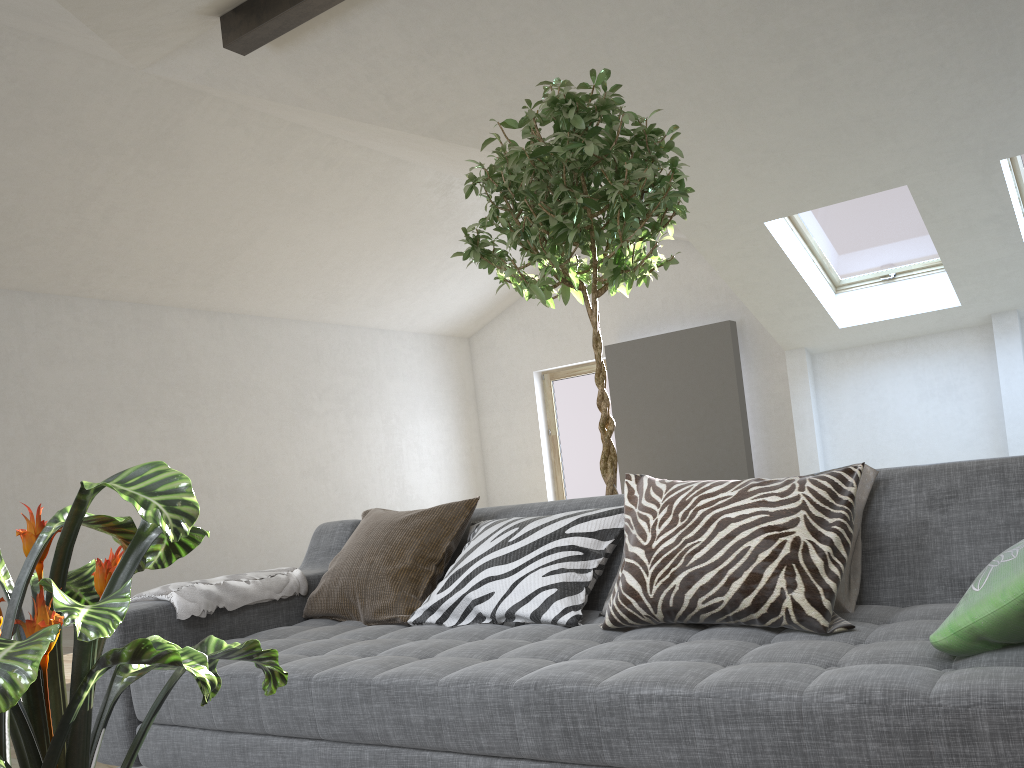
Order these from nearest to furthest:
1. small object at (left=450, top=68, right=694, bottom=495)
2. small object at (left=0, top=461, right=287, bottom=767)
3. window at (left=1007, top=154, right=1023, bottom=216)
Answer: small object at (left=0, top=461, right=287, bottom=767) → small object at (left=450, top=68, right=694, bottom=495) → window at (left=1007, top=154, right=1023, bottom=216)

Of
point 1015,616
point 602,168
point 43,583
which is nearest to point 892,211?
point 602,168

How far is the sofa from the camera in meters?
1.2

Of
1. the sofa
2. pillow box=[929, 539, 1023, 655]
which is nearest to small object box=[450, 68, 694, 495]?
the sofa

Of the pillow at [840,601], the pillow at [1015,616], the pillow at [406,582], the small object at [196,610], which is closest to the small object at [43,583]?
the pillow at [1015,616]

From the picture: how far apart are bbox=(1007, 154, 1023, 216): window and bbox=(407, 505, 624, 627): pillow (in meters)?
5.55

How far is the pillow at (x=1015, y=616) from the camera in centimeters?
130cm

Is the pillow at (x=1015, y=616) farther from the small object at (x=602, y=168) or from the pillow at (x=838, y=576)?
the small object at (x=602, y=168)

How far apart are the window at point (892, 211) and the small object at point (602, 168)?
4.46m

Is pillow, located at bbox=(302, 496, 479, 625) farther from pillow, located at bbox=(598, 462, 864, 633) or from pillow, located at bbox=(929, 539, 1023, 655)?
pillow, located at bbox=(929, 539, 1023, 655)
